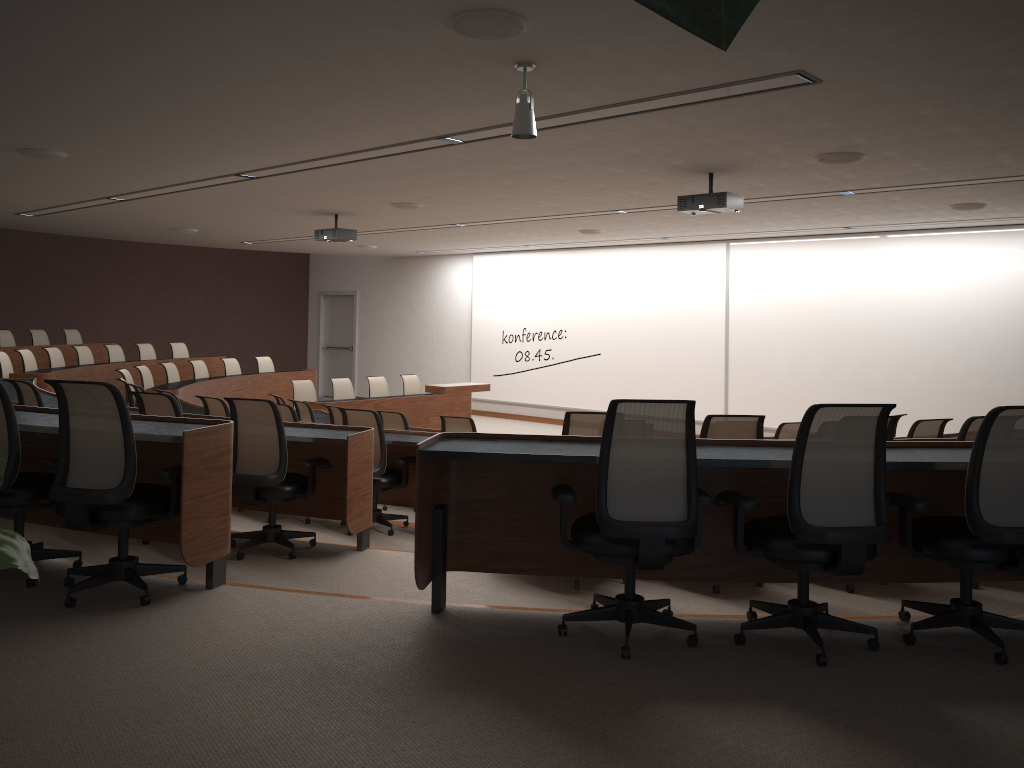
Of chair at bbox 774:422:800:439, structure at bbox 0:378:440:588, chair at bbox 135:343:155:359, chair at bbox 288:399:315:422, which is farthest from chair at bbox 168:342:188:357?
chair at bbox 774:422:800:439

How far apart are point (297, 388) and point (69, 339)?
4.87m

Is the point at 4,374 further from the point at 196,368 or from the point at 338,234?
the point at 338,234

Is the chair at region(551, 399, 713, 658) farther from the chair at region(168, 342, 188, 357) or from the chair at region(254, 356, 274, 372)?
the chair at region(168, 342, 188, 357)

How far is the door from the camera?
19.4m

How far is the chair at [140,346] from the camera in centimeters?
1383cm

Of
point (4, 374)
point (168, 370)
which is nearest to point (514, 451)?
point (4, 374)

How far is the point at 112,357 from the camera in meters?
13.1

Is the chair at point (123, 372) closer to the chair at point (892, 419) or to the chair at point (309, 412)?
the chair at point (309, 412)

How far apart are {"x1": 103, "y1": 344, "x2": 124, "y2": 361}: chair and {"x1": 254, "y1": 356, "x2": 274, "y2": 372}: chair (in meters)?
2.07
